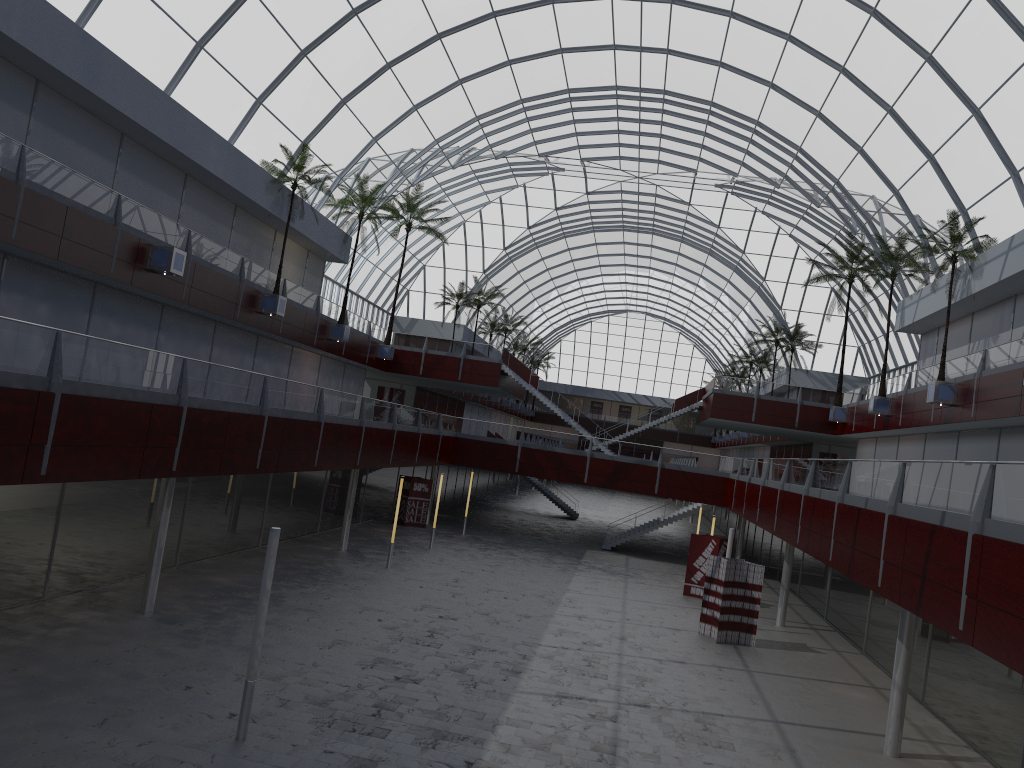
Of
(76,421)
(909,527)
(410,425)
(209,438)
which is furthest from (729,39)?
(76,421)
